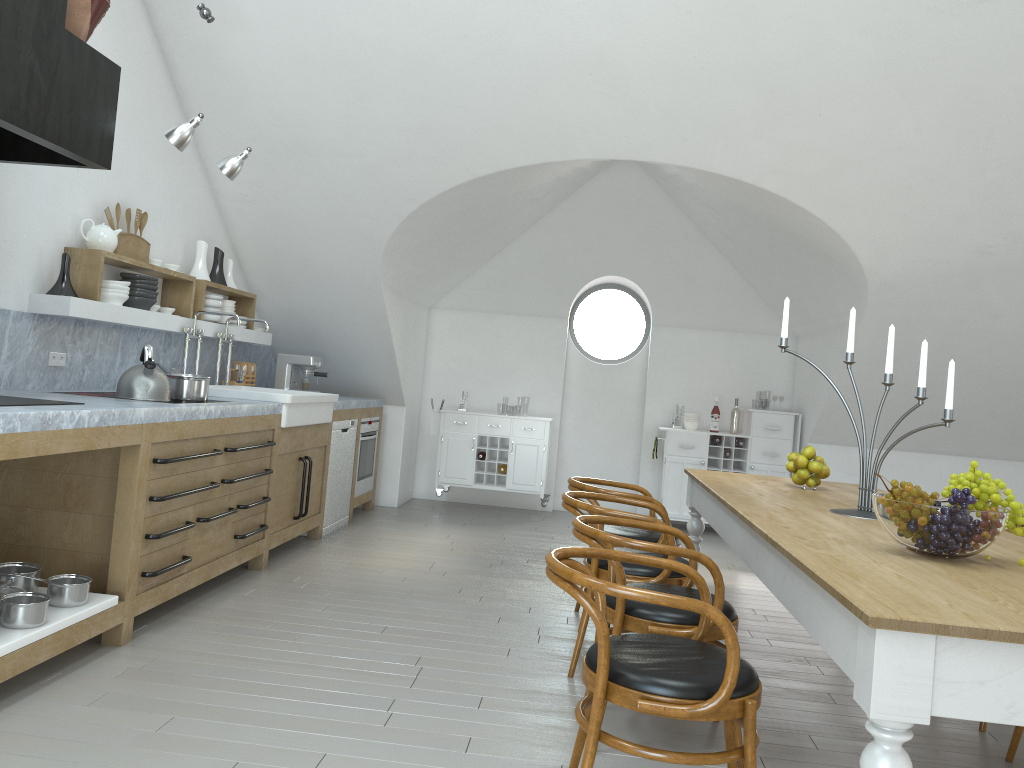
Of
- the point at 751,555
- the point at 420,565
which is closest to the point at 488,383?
the point at 420,565

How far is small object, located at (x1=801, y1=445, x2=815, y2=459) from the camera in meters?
4.3 m

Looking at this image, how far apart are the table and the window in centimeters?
389cm

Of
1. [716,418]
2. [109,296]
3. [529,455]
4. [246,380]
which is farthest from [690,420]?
[109,296]

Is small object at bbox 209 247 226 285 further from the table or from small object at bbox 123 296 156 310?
the table

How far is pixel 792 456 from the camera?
4.41m

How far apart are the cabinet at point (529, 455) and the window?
0.9m

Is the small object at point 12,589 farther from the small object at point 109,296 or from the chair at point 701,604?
the chair at point 701,604

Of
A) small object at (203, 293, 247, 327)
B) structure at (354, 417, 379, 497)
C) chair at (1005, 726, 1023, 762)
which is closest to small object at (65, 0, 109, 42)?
small object at (203, 293, 247, 327)

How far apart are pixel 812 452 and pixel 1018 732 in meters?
1.5
